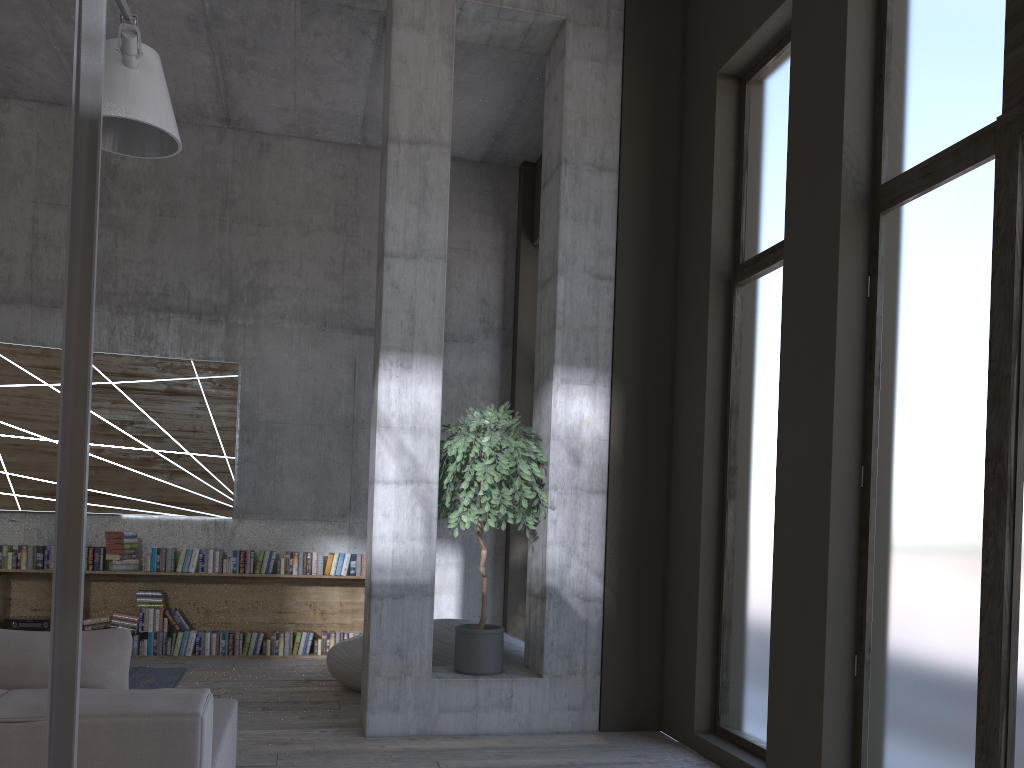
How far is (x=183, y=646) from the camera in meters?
8.0 m

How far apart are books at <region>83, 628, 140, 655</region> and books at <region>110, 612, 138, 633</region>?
0.1 meters

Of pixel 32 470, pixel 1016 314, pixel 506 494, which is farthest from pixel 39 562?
pixel 1016 314

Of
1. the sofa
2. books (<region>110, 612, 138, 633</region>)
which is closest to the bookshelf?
books (<region>110, 612, 138, 633</region>)

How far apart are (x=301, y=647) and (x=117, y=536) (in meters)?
1.95

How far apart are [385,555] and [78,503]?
3.5 meters

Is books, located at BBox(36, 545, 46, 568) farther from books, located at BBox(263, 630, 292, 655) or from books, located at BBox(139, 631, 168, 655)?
books, located at BBox(263, 630, 292, 655)

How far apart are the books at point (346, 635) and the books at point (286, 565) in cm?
73

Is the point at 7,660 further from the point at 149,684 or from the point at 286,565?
the point at 286,565

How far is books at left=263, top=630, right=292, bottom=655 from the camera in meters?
8.1 m
